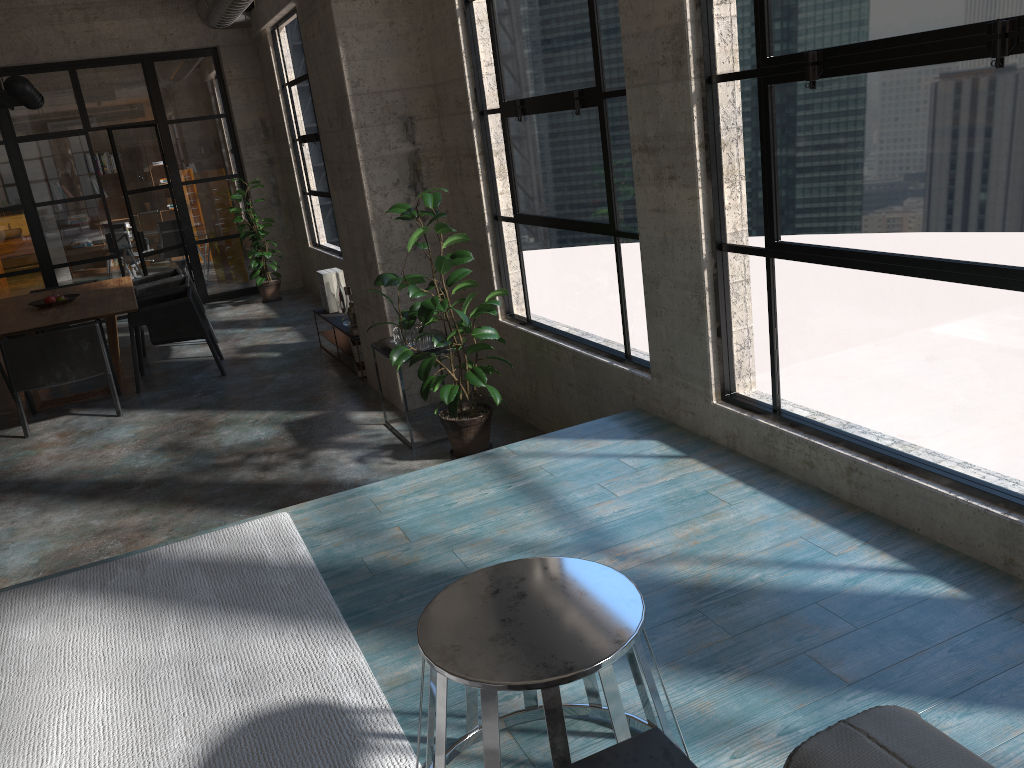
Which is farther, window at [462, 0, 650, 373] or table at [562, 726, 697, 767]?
window at [462, 0, 650, 373]

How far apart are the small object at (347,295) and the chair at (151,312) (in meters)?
1.16

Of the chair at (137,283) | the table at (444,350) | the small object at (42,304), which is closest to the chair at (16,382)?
the small object at (42,304)

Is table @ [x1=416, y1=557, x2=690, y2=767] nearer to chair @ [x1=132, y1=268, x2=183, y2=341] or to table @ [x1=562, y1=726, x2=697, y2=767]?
table @ [x1=562, y1=726, x2=697, y2=767]

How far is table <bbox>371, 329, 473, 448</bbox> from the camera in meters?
5.3 m

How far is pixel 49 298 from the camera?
7.89m

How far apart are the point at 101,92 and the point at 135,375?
5.0m

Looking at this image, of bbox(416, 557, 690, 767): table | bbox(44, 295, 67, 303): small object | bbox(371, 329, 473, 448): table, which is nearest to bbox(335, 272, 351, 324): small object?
bbox(371, 329, 473, 448): table

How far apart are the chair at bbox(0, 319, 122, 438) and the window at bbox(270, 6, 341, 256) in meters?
3.0 m

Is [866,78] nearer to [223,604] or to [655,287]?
[655,287]
